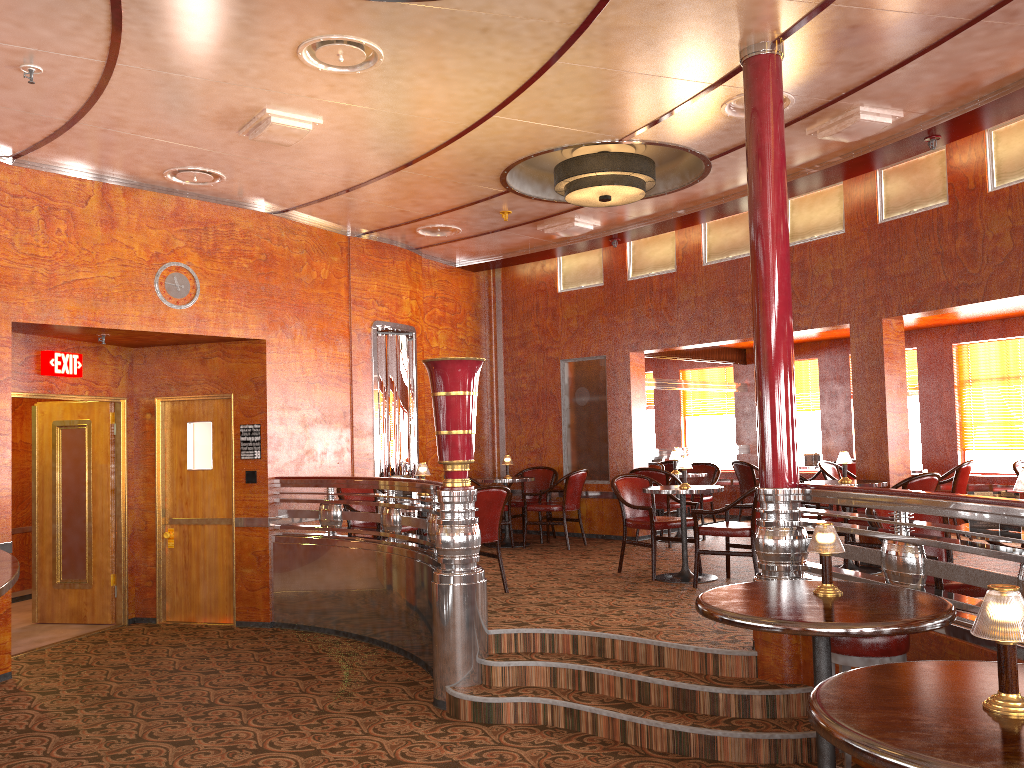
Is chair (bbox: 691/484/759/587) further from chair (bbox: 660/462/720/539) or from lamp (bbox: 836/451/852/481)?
chair (bbox: 660/462/720/539)

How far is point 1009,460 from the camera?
9.24m

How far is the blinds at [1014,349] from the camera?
9.16m

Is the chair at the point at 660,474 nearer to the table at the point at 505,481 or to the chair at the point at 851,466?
the table at the point at 505,481

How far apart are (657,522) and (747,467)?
3.73m

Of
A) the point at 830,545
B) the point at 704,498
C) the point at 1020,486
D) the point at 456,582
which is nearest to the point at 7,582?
the point at 456,582

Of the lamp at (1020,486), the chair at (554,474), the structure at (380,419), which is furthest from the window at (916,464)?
the lamp at (1020,486)

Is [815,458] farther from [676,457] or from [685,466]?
[685,466]

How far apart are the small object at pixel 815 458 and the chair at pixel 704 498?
1.32m

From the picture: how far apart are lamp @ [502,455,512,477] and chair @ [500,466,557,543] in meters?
0.5
